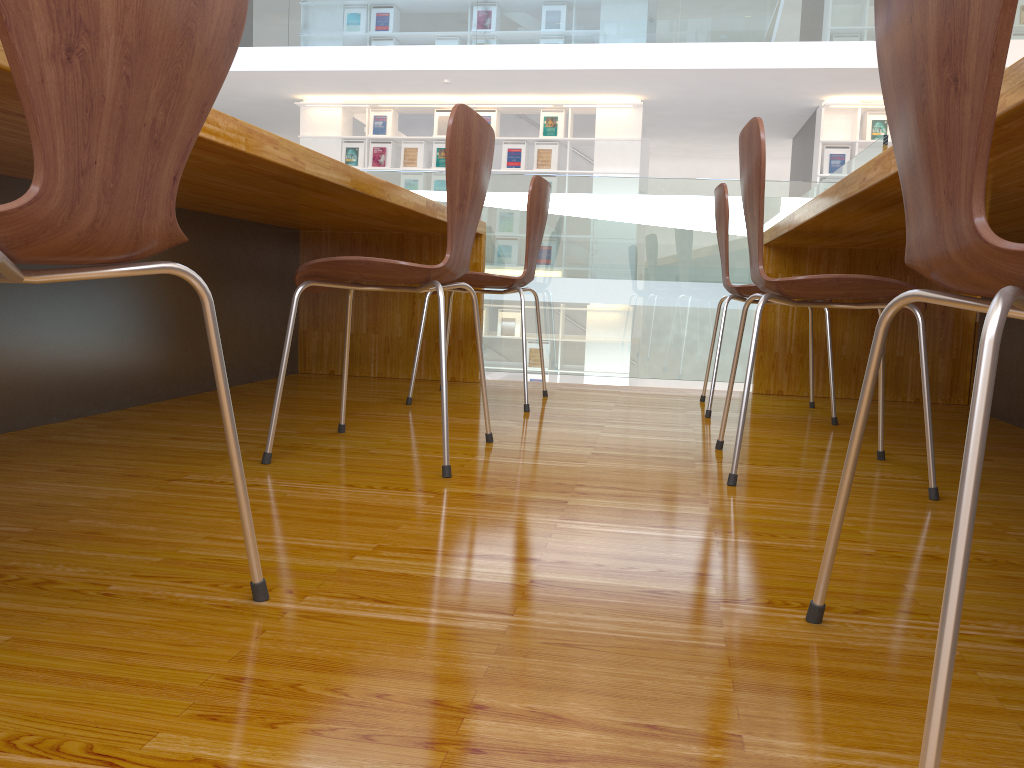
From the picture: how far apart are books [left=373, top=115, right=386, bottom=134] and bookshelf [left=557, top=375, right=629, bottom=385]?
3.4 meters

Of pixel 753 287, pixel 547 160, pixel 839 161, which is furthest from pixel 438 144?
pixel 753 287

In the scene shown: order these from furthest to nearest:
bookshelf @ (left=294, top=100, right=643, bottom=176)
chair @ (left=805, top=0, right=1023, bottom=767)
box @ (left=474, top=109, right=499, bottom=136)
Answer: box @ (left=474, top=109, right=499, bottom=136) < bookshelf @ (left=294, top=100, right=643, bottom=176) < chair @ (left=805, top=0, right=1023, bottom=767)

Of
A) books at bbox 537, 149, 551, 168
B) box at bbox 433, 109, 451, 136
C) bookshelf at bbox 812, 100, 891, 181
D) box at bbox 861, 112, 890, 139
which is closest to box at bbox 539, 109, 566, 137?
books at bbox 537, 149, 551, 168

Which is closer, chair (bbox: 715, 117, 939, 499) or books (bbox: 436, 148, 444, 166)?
chair (bbox: 715, 117, 939, 499)

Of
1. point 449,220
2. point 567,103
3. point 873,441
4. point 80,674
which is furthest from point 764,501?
point 567,103

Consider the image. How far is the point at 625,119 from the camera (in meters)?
9.01

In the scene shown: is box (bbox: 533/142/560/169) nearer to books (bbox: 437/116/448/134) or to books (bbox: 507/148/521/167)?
books (bbox: 507/148/521/167)

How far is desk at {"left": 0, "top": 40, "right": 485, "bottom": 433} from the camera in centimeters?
175cm

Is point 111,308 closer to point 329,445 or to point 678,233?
point 329,445
